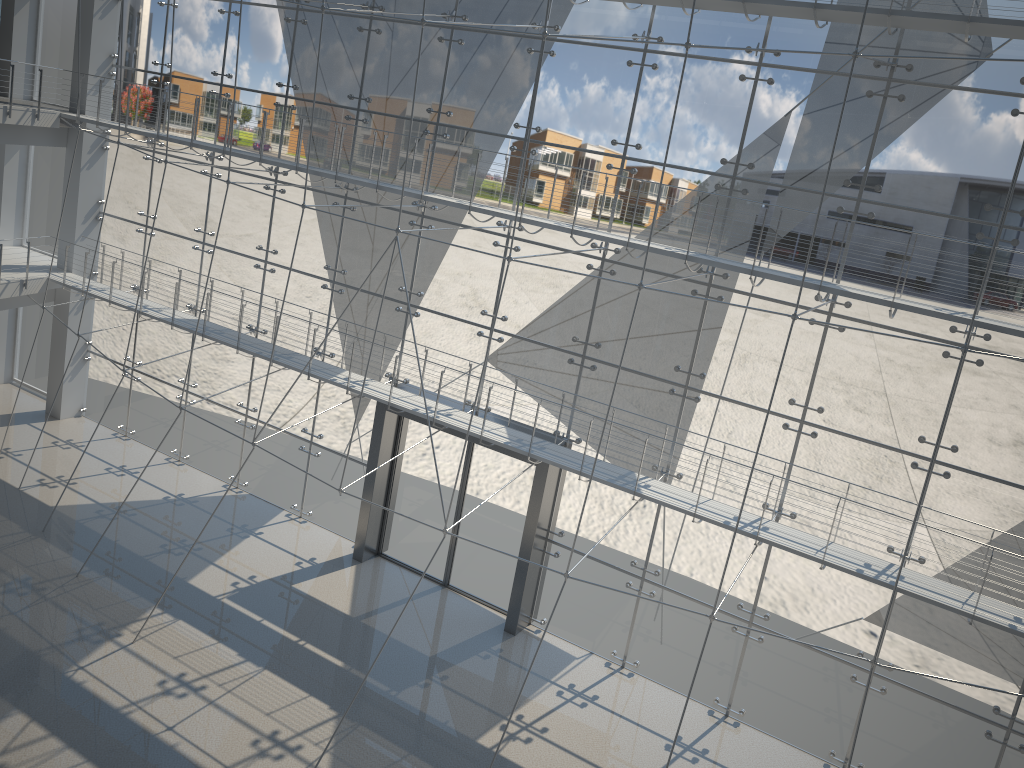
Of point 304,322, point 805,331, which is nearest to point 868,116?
point 805,331

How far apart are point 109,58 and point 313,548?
1.70m

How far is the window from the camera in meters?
1.8

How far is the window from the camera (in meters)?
1.77

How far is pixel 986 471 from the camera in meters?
1.8
